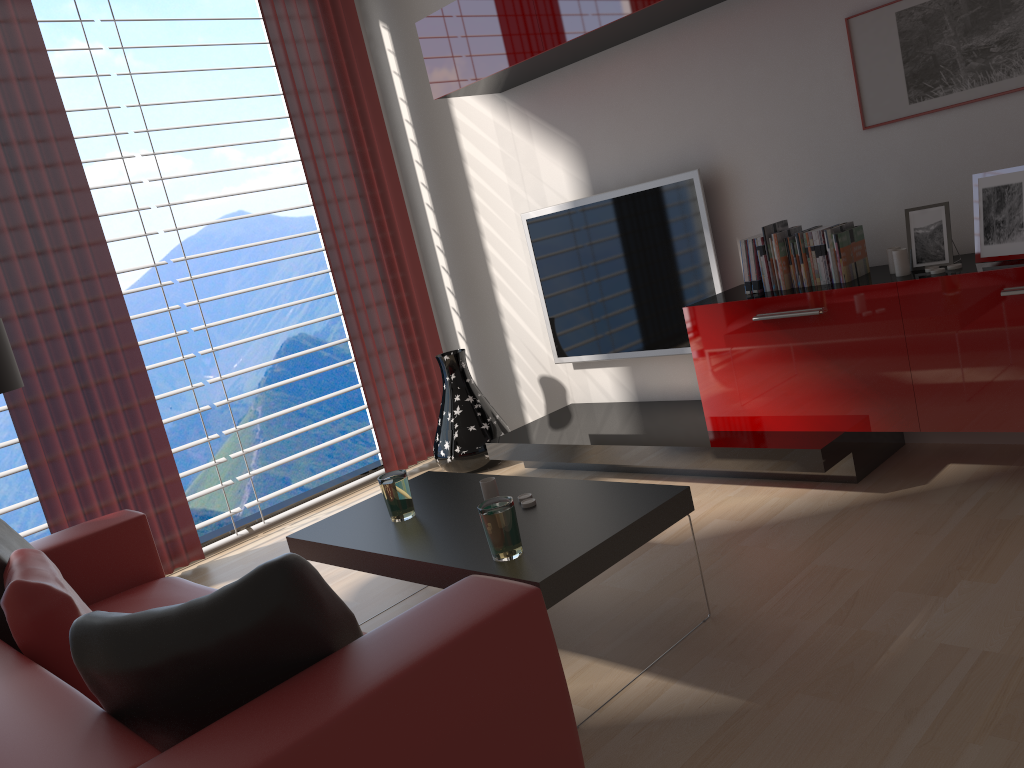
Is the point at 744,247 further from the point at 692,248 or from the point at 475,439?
the point at 475,439

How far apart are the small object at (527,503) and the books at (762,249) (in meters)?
2.10

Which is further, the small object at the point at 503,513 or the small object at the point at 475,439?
the small object at the point at 475,439

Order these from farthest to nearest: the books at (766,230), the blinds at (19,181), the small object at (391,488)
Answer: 1. the blinds at (19,181)
2. the books at (766,230)
3. the small object at (391,488)

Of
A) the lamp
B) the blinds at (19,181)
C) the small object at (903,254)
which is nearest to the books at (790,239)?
the small object at (903,254)

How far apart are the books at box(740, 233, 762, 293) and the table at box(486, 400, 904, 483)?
0.83m

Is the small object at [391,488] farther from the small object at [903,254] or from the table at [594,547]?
the small object at [903,254]

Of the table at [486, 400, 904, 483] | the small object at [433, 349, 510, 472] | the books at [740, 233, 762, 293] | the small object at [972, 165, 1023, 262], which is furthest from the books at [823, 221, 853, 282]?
the small object at [433, 349, 510, 472]

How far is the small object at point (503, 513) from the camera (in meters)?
3.25

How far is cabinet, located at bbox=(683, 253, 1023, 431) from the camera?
4.1 meters
